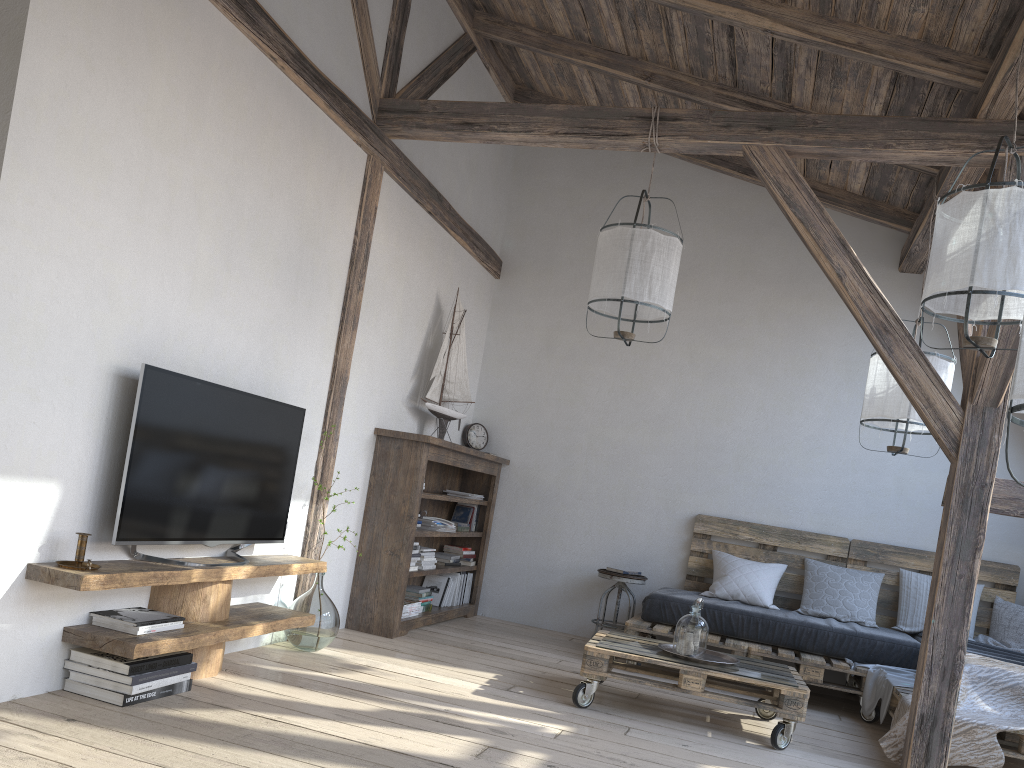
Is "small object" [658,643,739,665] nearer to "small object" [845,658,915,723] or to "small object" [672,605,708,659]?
"small object" [672,605,708,659]

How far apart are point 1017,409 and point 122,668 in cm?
269

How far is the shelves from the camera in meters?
2.8

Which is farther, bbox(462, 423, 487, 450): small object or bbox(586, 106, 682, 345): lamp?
bbox(462, 423, 487, 450): small object

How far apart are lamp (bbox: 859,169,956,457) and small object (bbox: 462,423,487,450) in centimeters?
277cm

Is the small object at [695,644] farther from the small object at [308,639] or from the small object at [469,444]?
the small object at [469,444]

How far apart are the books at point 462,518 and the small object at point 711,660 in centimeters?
226cm

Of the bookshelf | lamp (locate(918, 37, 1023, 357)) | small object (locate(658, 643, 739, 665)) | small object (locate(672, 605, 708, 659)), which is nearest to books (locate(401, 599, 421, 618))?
the bookshelf

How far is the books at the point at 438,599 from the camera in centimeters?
585cm

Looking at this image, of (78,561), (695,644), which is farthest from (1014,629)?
(78,561)
